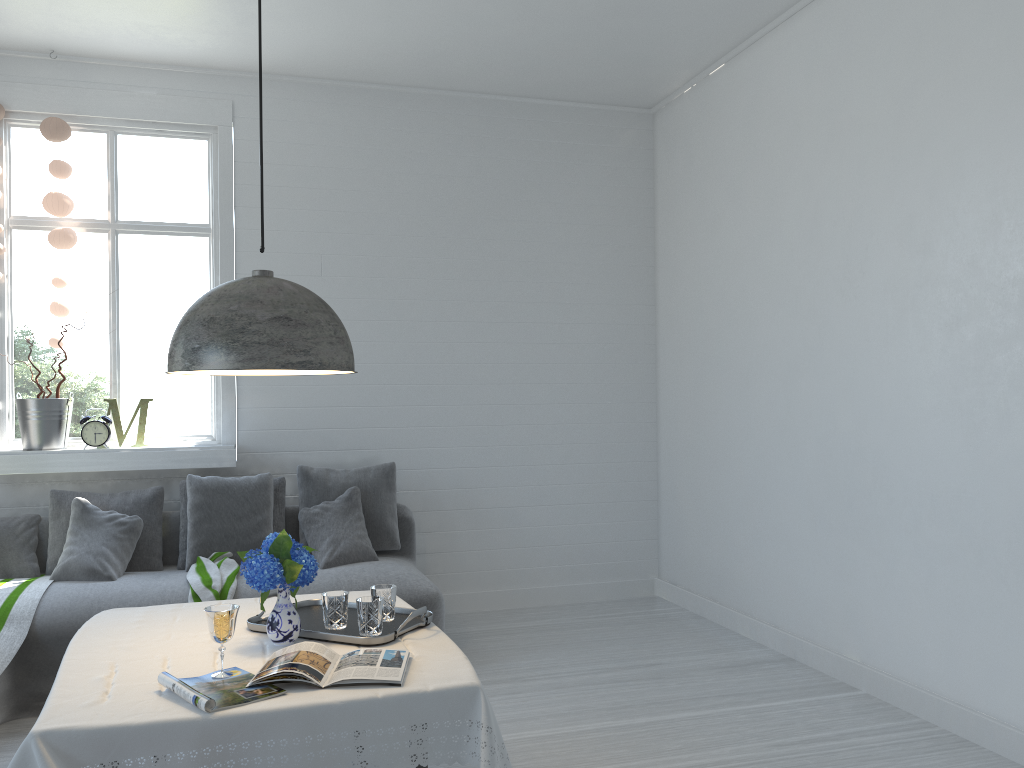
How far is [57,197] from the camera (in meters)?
5.38

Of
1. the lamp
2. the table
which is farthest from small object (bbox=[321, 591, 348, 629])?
the lamp

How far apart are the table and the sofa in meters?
1.2

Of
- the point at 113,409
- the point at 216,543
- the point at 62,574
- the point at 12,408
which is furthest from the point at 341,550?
the point at 12,408

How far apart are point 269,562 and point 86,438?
3.2m

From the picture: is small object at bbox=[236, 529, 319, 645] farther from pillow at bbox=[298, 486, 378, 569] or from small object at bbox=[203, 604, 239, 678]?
pillow at bbox=[298, 486, 378, 569]

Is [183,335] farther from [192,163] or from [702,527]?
[702,527]

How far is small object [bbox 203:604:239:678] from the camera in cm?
245

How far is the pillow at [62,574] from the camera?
4.76m

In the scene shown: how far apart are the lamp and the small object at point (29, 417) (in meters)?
3.12
